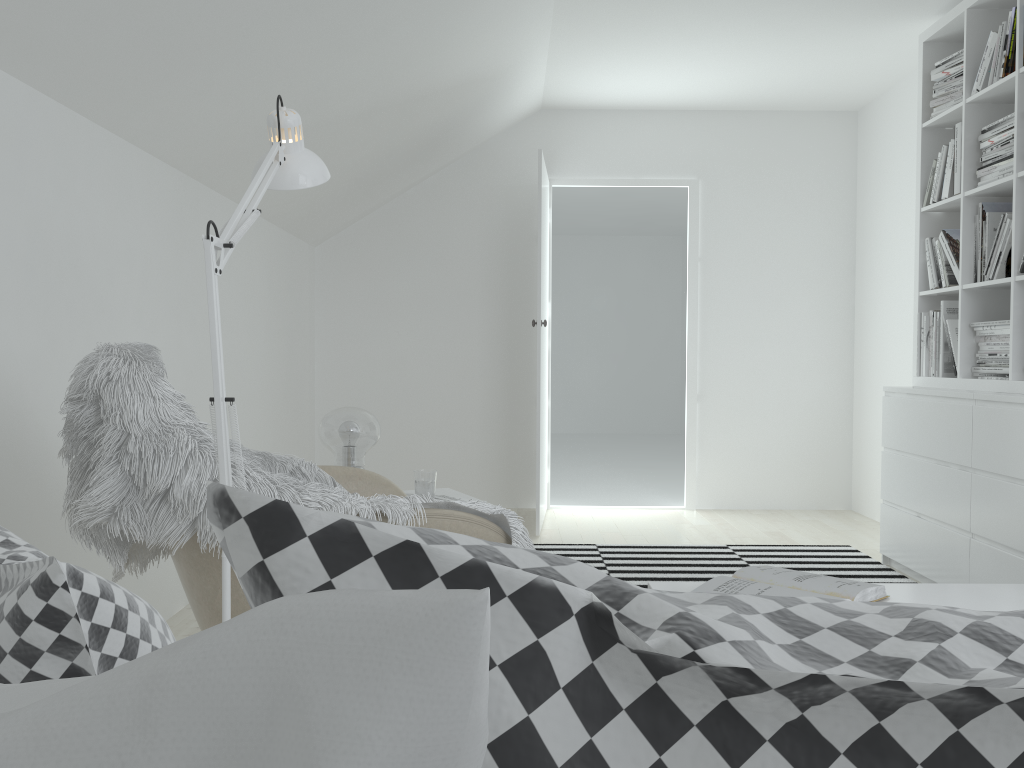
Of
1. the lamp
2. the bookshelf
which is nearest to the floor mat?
the bookshelf

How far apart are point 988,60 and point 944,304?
0.99m

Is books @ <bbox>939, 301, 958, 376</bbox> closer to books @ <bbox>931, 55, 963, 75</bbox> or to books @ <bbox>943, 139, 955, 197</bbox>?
books @ <bbox>943, 139, 955, 197</bbox>

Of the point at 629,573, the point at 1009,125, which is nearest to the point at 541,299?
the point at 629,573

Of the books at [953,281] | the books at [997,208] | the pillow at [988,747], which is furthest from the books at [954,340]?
the pillow at [988,747]

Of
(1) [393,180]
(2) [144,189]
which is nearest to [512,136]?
(1) [393,180]

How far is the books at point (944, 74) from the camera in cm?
383

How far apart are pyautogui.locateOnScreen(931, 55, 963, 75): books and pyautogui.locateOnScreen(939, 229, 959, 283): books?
0.7 meters

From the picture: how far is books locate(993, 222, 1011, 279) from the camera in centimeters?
342cm

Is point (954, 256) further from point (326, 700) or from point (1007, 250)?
point (326, 700)
